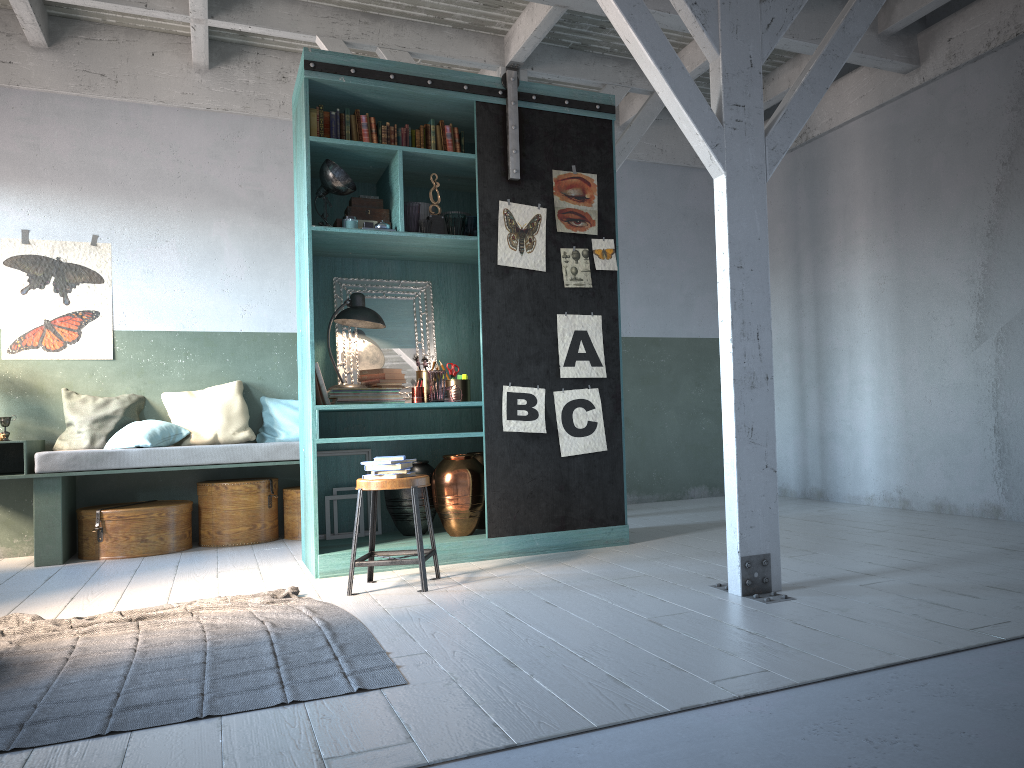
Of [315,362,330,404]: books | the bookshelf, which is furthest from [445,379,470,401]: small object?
[315,362,330,404]: books

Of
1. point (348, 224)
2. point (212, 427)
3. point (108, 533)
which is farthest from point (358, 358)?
point (108, 533)

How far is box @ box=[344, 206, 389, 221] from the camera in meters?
6.2 m

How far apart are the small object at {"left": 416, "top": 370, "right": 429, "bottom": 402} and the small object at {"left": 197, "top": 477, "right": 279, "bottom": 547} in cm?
220

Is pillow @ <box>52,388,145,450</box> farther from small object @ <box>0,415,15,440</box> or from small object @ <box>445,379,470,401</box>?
small object @ <box>445,379,470,401</box>

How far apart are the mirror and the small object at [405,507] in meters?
Result: 0.5 m

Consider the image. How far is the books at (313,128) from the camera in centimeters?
600cm

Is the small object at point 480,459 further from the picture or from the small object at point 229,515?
the small object at point 229,515

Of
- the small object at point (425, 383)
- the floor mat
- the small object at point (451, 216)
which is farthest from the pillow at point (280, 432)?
the floor mat

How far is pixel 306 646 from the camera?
3.9m
